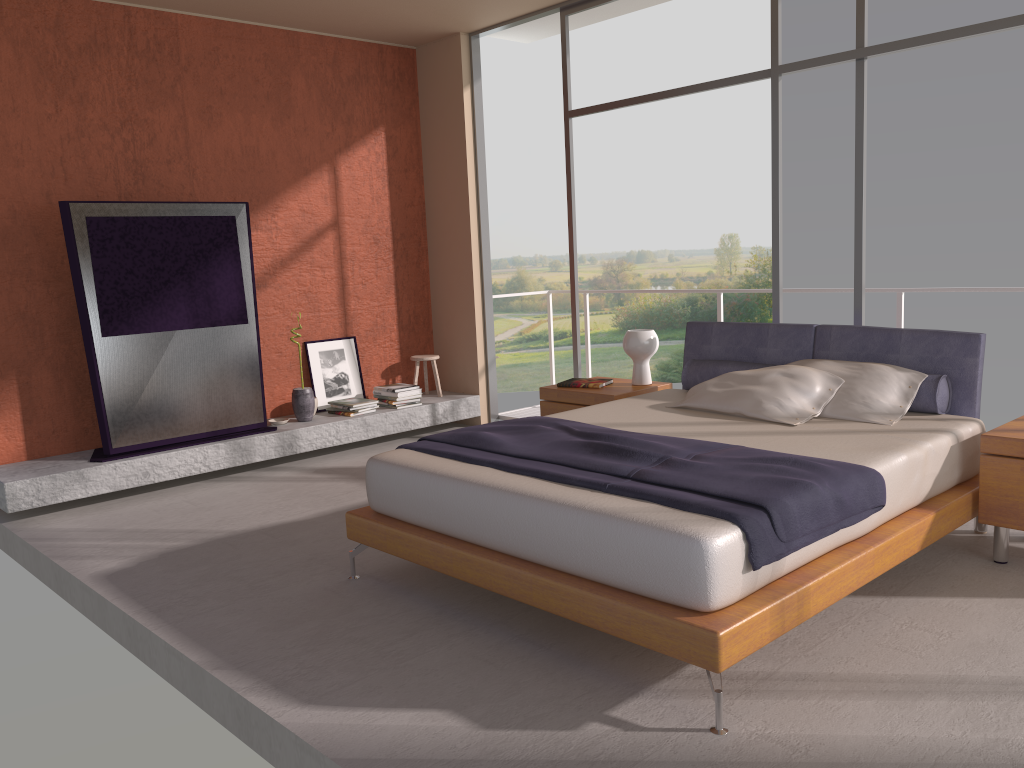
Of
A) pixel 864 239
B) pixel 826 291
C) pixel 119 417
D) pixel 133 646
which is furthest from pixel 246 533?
pixel 826 291

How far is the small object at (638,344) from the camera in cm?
543

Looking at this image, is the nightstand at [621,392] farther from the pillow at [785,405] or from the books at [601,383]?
the pillow at [785,405]

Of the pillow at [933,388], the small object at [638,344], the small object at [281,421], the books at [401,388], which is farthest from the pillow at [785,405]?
the small object at [281,421]

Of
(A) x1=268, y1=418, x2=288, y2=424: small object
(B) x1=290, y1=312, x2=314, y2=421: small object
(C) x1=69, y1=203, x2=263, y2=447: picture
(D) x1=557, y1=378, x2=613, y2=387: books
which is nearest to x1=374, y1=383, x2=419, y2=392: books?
(B) x1=290, y1=312, x2=314, y2=421: small object

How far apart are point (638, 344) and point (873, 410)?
1.65m

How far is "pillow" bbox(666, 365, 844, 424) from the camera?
4.21m

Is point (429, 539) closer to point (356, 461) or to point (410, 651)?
point (410, 651)

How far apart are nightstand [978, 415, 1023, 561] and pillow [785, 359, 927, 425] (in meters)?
0.39

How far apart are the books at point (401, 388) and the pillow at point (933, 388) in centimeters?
255cm
